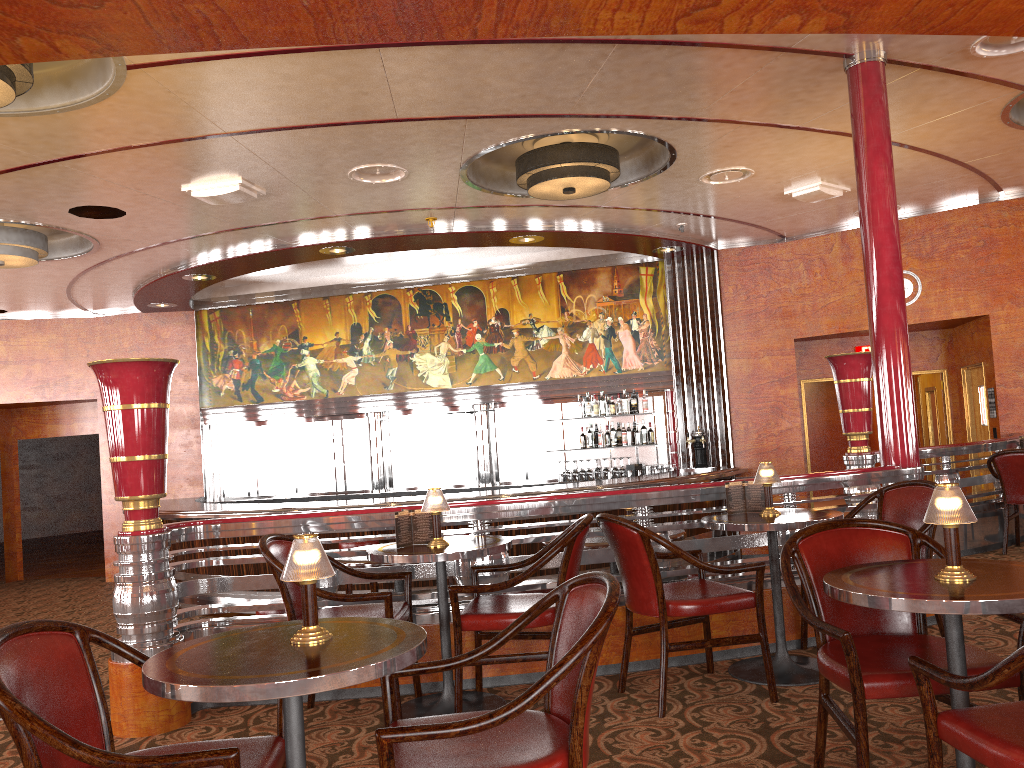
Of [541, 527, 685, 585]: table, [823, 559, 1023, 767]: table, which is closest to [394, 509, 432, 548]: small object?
[541, 527, 685, 585]: table

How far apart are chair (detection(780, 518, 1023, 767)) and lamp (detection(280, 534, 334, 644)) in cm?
137

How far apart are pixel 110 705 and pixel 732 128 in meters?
5.1 m

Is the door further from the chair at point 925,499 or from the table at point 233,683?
the table at point 233,683

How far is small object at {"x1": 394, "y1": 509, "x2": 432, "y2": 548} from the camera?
3.9m

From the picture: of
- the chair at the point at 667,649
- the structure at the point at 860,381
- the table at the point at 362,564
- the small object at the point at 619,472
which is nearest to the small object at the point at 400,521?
the chair at the point at 667,649

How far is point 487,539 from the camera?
4.0m

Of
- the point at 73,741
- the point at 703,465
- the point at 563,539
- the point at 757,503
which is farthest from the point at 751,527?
the point at 703,465

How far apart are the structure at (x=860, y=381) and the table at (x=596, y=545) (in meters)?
2.30

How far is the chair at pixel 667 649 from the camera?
3.6m
